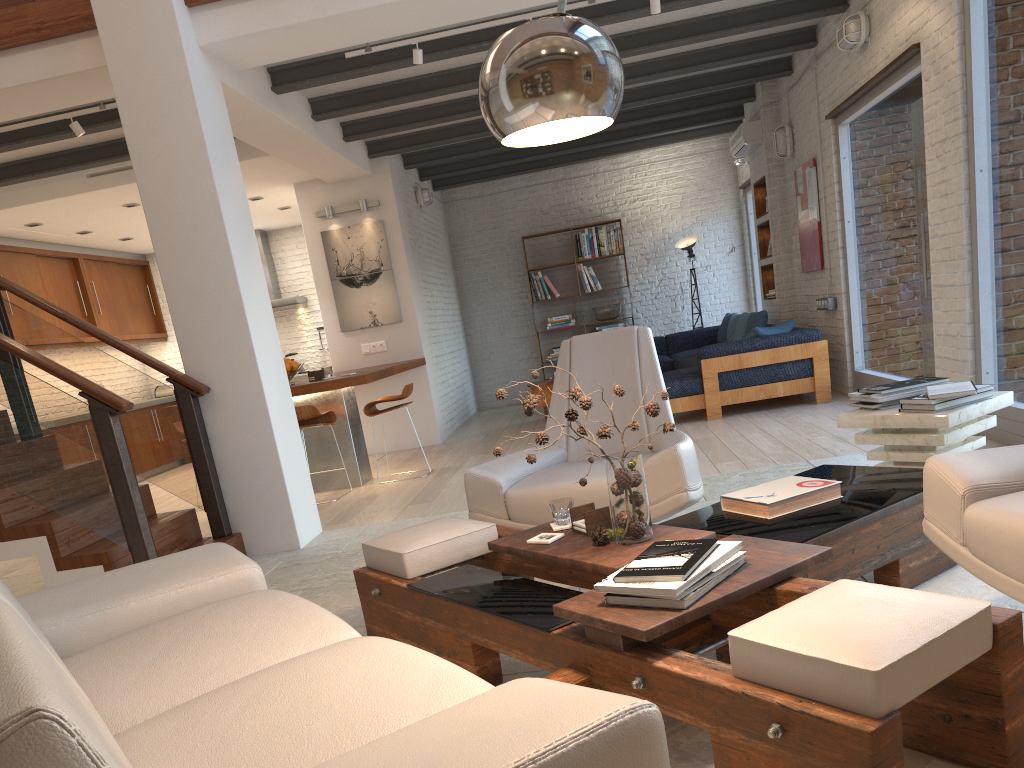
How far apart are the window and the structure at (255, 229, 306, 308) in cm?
618

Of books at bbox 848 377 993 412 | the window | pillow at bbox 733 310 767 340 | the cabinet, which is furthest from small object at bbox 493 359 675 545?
the cabinet

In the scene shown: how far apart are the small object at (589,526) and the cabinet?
8.3m

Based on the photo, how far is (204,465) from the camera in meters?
5.1 m

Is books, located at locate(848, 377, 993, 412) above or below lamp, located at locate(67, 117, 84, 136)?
below

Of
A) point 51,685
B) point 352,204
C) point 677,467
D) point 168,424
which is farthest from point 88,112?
point 51,685

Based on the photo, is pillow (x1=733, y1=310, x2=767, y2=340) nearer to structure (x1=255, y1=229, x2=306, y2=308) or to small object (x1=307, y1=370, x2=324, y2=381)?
small object (x1=307, y1=370, x2=324, y2=381)

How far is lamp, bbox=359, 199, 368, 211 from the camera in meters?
9.1 m

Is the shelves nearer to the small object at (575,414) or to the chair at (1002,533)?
the chair at (1002,533)

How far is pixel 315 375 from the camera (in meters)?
7.37
